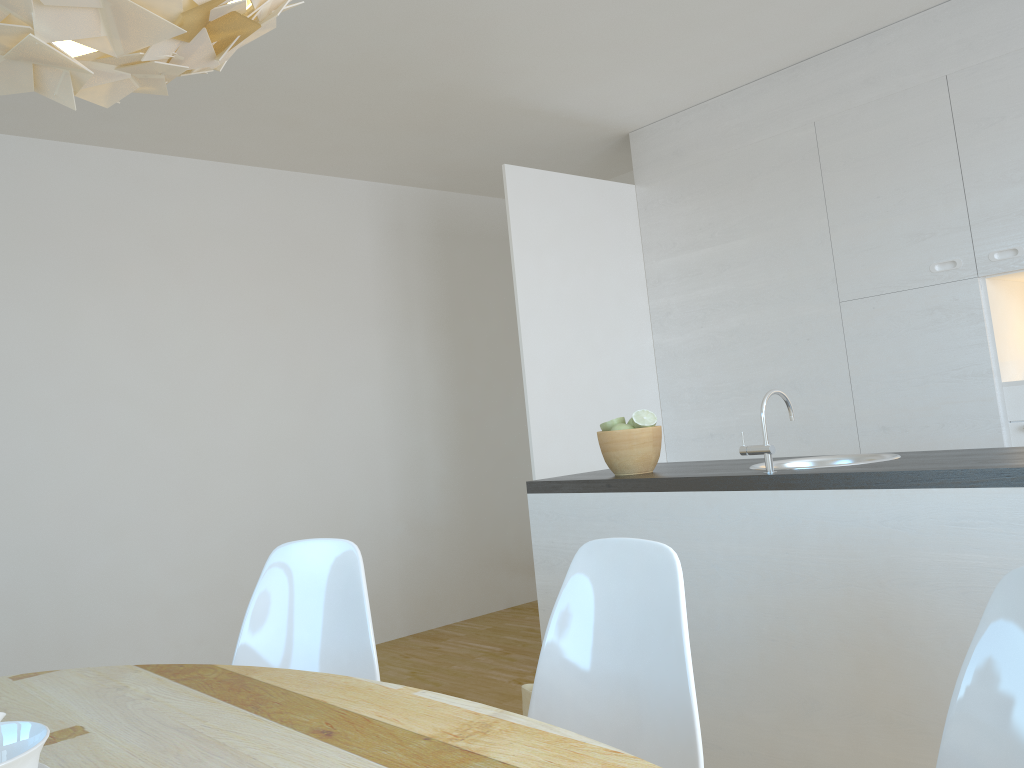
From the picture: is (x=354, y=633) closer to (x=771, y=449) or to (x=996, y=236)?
(x=771, y=449)

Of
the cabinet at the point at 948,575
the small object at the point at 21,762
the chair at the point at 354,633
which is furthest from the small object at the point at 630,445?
the small object at the point at 21,762

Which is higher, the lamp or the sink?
the lamp

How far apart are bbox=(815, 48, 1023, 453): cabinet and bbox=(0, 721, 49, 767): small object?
3.6m

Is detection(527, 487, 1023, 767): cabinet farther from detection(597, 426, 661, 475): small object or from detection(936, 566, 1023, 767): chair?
detection(936, 566, 1023, 767): chair

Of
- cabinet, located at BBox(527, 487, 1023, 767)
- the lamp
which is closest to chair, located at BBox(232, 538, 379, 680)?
cabinet, located at BBox(527, 487, 1023, 767)

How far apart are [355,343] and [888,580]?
3.7 meters

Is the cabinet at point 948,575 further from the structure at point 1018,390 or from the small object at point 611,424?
the structure at point 1018,390

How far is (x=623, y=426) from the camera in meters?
2.8

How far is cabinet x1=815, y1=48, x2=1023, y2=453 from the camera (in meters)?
3.49
